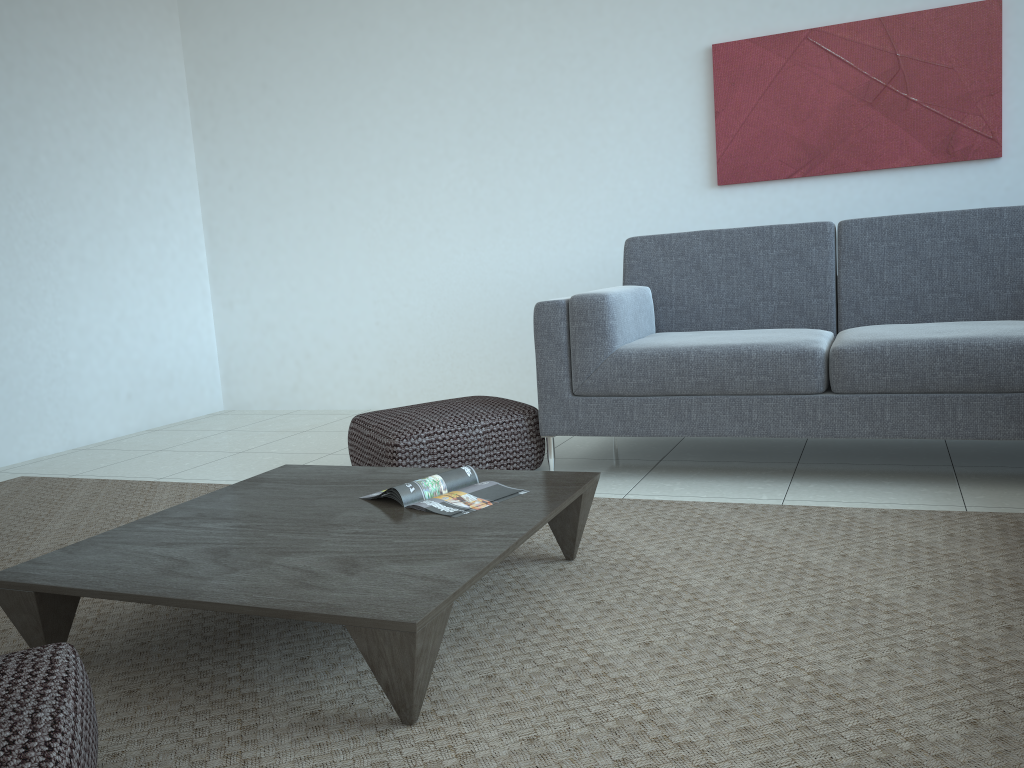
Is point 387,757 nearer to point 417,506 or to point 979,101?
point 417,506

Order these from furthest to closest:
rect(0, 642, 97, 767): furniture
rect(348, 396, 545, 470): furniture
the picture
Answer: the picture
rect(348, 396, 545, 470): furniture
rect(0, 642, 97, 767): furniture

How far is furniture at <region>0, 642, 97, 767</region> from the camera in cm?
106

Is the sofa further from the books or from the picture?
the books

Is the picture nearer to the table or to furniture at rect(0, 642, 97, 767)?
the table

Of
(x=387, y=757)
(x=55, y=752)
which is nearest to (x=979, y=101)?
(x=387, y=757)

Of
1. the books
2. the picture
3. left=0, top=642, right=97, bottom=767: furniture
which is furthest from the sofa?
left=0, top=642, right=97, bottom=767: furniture

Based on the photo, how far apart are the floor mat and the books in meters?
0.2 m

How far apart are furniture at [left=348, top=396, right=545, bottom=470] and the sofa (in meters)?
0.07

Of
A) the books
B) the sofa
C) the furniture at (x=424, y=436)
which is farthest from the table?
the sofa
